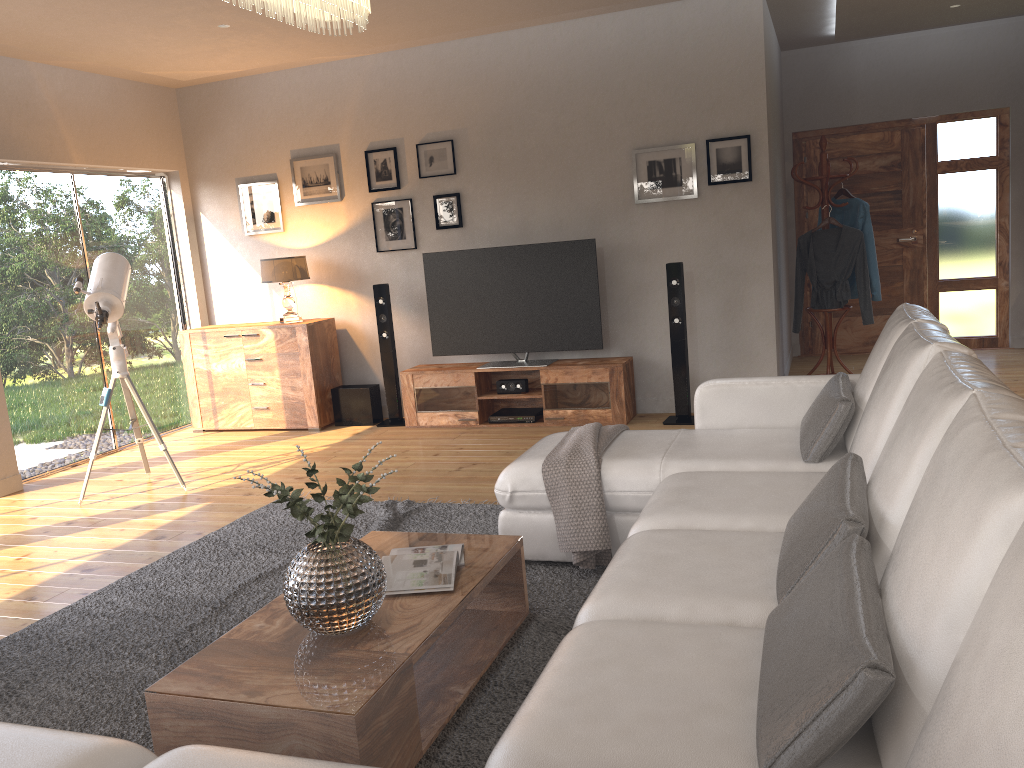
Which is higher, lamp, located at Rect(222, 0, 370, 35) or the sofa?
lamp, located at Rect(222, 0, 370, 35)

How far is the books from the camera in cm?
270

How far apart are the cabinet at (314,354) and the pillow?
4.3 meters

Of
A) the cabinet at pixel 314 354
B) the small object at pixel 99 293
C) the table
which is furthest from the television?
the table

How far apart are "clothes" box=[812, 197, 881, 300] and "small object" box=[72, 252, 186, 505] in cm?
492

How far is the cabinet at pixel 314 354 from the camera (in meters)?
6.84

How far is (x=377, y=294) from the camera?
6.7m

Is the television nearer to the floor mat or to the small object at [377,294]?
the small object at [377,294]

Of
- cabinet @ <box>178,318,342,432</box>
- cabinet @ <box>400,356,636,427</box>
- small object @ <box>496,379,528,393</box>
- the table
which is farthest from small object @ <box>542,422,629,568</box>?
cabinet @ <box>178,318,342,432</box>

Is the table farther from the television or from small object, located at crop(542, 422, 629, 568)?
the television
